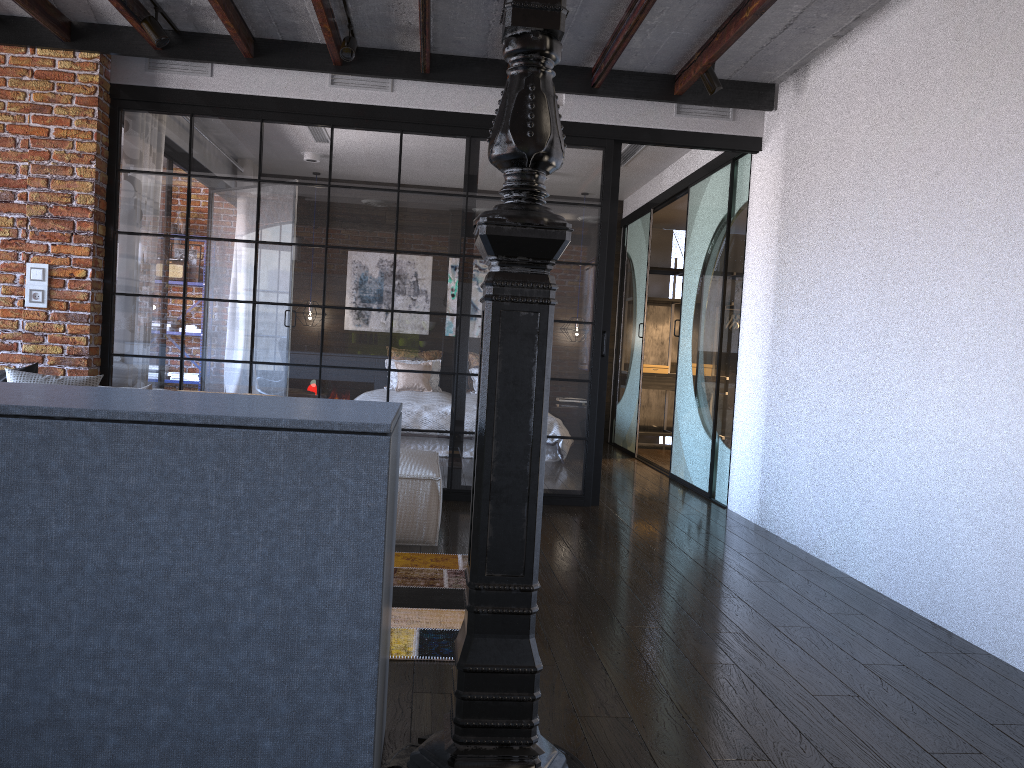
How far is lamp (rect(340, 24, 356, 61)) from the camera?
4.8m

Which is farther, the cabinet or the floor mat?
the floor mat

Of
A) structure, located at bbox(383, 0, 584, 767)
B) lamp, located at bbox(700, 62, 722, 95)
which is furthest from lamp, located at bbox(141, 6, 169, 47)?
structure, located at bbox(383, 0, 584, 767)

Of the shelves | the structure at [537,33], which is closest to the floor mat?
the structure at [537,33]

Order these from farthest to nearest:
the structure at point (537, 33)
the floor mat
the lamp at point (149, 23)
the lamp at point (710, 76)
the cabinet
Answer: the lamp at point (710, 76) → the lamp at point (149, 23) → the floor mat → the structure at point (537, 33) → the cabinet

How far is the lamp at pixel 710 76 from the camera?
5.0 meters

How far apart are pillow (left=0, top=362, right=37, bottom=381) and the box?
6.2m

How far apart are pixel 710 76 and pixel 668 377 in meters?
4.9

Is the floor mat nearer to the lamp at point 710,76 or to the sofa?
the sofa

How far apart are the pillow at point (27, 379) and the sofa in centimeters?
174cm
